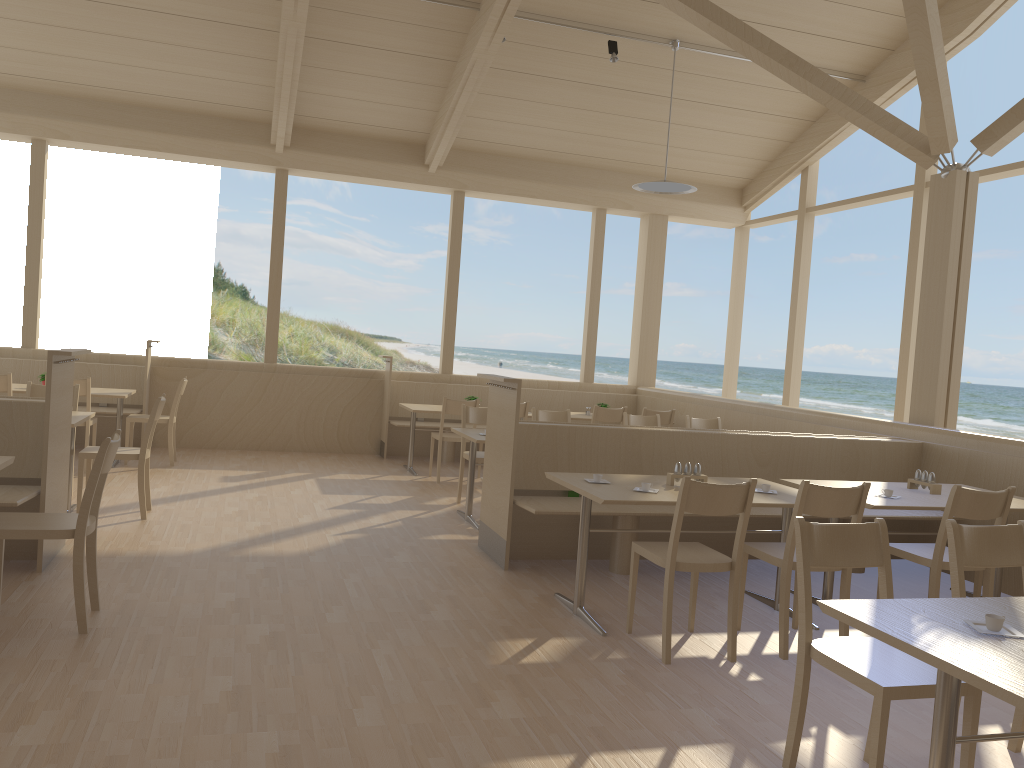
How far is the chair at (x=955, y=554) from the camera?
2.95m

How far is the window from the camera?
8.1 meters

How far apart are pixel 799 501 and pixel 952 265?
3.4m

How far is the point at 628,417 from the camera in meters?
7.5

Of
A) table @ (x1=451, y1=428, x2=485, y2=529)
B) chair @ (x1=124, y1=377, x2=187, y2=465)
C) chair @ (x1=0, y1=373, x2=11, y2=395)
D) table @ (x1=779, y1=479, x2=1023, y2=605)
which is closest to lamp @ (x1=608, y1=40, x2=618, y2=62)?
table @ (x1=451, y1=428, x2=485, y2=529)

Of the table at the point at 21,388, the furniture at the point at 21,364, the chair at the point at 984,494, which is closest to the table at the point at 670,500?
the chair at the point at 984,494

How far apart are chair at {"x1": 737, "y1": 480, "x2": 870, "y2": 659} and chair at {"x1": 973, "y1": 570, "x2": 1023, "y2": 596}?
1.2 meters

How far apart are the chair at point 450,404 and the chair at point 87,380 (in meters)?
2.91

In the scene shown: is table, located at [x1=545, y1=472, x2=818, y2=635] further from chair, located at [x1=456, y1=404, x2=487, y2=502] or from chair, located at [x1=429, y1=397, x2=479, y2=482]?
chair, located at [x1=429, y1=397, x2=479, y2=482]

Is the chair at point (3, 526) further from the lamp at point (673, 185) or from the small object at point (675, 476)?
→ the lamp at point (673, 185)
